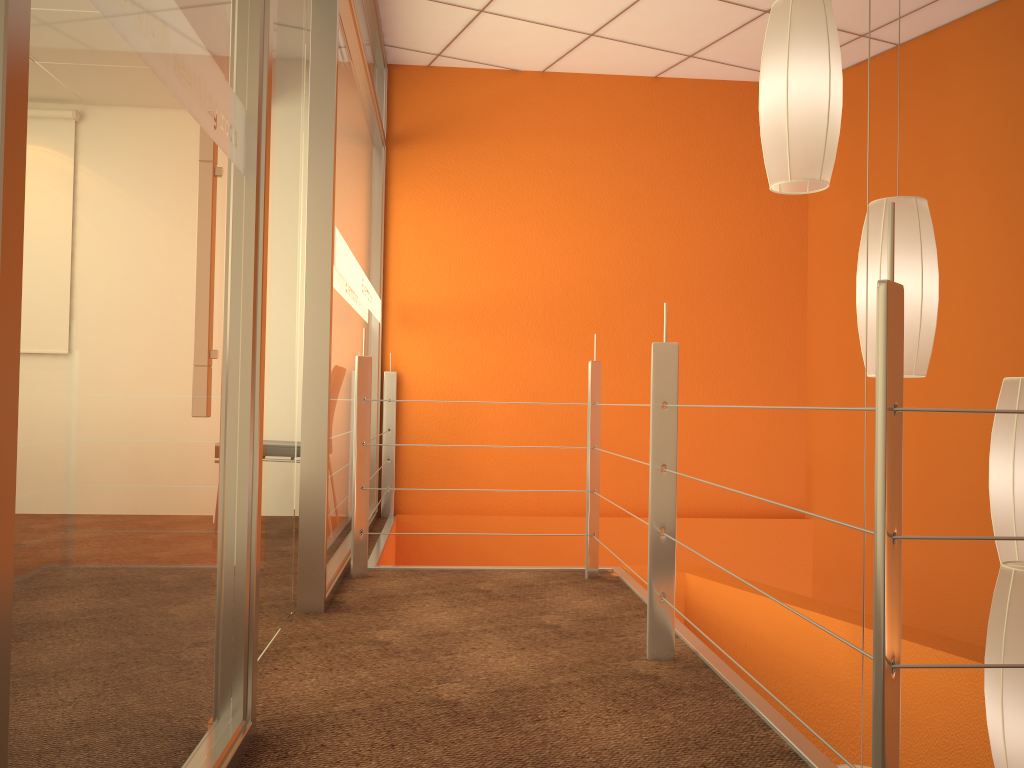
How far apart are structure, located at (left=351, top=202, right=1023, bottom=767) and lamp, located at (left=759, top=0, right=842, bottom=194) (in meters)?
0.46

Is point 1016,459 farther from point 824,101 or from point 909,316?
point 824,101

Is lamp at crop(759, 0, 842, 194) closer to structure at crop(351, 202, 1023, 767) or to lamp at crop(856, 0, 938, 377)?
lamp at crop(856, 0, 938, 377)

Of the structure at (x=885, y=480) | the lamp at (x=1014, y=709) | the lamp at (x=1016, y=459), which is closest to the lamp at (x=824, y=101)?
the structure at (x=885, y=480)

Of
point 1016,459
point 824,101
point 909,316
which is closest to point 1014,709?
point 1016,459

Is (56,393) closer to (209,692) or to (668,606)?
(209,692)

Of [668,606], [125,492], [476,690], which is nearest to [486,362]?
[668,606]

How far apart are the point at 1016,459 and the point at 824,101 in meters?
0.9

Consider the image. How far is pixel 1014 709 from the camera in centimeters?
169cm

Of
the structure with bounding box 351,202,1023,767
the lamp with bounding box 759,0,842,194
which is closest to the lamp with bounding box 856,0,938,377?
the lamp with bounding box 759,0,842,194
